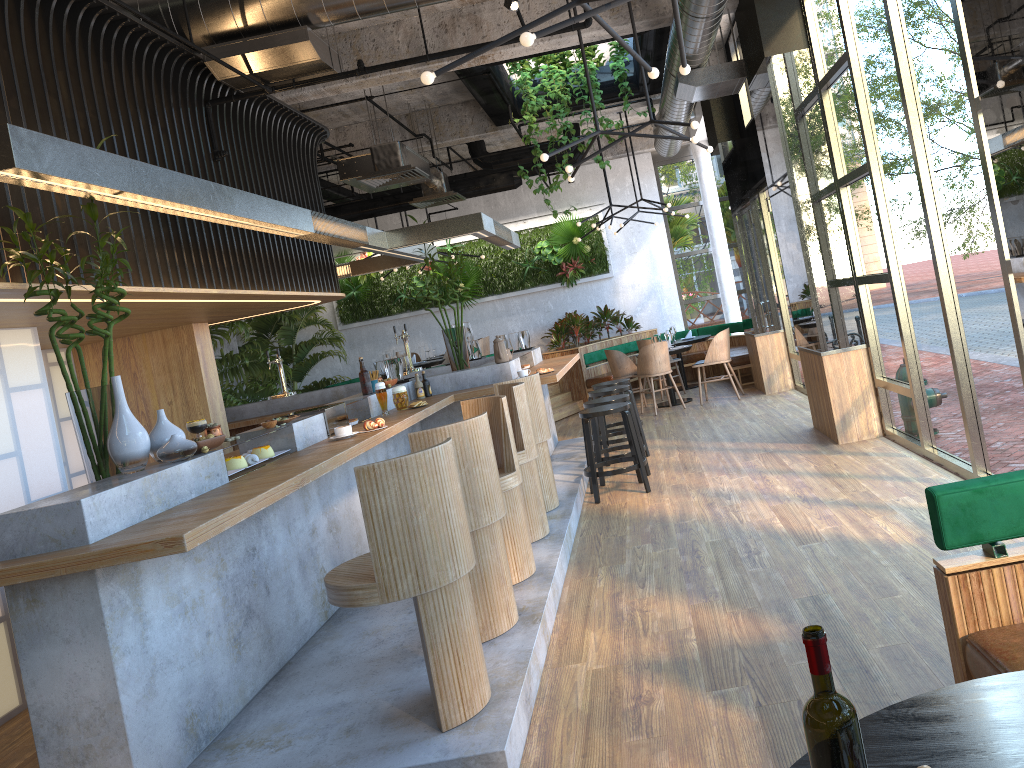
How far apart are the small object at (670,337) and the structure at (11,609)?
3.37m

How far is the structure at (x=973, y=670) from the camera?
2.4m

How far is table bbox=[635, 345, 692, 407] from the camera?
12.29m

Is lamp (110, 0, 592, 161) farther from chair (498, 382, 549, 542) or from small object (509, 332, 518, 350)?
small object (509, 332, 518, 350)

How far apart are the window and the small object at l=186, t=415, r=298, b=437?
3.8 meters

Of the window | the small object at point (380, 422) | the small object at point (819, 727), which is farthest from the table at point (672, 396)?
the small object at point (380, 422)

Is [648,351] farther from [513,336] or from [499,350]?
[499,350]

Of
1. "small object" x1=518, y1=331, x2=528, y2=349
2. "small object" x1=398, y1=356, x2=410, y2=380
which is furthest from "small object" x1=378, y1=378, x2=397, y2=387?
"small object" x1=518, y1=331, x2=528, y2=349

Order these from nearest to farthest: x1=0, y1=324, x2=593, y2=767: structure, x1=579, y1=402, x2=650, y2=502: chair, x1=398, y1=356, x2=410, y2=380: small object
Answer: x1=0, y1=324, x2=593, y2=767: structure, x1=579, y1=402, x2=650, y2=502: chair, x1=398, y1=356, x2=410, y2=380: small object

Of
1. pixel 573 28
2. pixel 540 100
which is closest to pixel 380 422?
pixel 573 28
